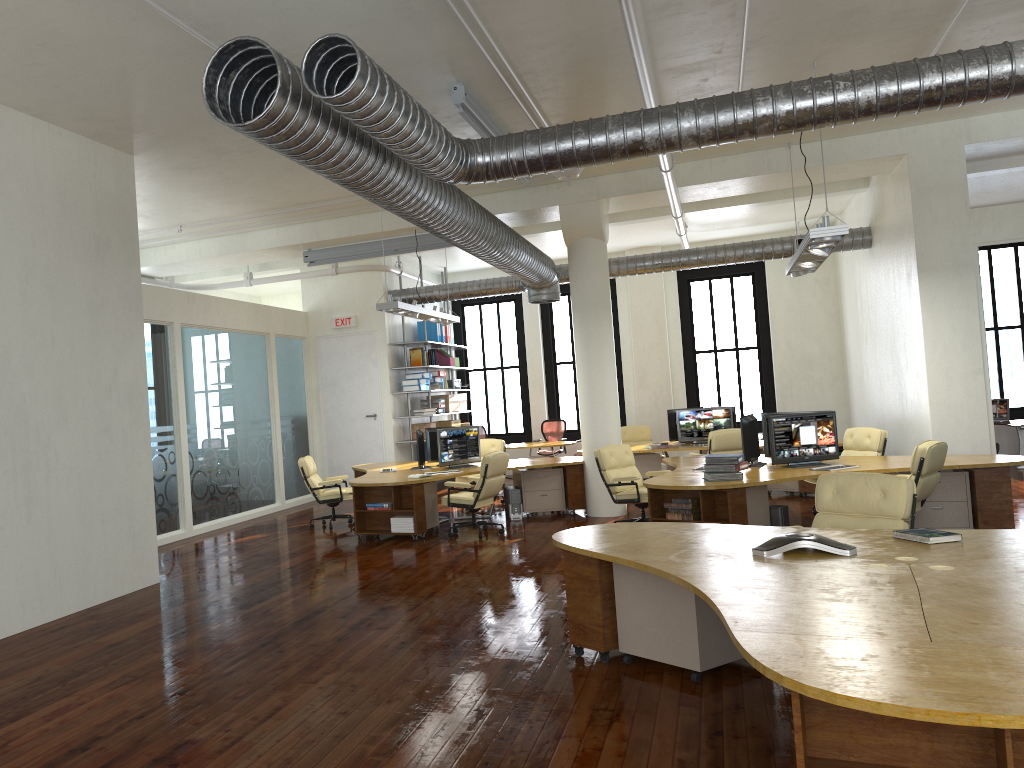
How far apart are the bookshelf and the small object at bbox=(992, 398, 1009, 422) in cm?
950

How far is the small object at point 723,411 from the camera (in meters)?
13.60

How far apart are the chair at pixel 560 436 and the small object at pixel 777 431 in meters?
8.4

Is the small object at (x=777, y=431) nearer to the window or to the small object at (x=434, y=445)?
the small object at (x=434, y=445)

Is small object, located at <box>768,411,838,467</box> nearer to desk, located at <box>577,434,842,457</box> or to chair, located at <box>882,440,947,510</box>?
chair, located at <box>882,440,947,510</box>

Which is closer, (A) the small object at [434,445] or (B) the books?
(B) the books

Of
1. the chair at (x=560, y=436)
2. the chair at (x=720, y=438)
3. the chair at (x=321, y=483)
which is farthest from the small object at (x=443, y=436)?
the chair at (x=560, y=436)

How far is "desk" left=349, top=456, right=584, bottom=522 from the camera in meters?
10.9 m

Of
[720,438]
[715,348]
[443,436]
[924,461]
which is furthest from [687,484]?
[715,348]

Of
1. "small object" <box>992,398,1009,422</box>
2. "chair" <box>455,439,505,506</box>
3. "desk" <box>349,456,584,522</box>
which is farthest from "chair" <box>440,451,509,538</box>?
"small object" <box>992,398,1009,422</box>
